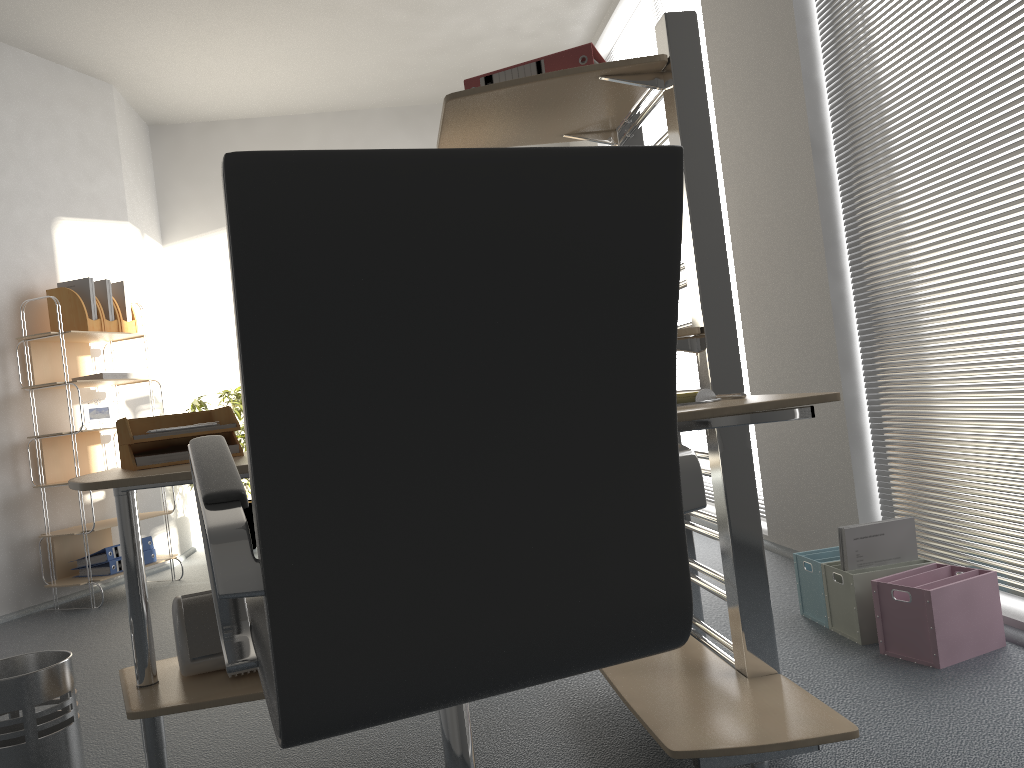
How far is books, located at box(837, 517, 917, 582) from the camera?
2.5m

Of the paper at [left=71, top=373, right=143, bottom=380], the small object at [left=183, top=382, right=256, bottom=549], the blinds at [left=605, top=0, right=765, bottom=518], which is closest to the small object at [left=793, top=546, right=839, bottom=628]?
the blinds at [left=605, top=0, right=765, bottom=518]

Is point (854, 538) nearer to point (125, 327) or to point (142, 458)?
point (142, 458)

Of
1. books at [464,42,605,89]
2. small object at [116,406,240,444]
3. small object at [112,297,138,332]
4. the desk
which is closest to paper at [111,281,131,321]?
small object at [112,297,138,332]

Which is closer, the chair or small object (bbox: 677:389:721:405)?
the chair

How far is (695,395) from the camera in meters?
1.7

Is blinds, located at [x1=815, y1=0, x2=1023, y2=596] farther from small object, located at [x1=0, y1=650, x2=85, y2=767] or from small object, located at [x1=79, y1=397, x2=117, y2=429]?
small object, located at [x1=79, y1=397, x2=117, y2=429]

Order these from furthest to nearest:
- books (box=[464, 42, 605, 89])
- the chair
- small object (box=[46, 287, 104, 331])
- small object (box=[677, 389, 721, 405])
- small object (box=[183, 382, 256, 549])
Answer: small object (box=[183, 382, 256, 549]), small object (box=[46, 287, 104, 331]), books (box=[464, 42, 605, 89]), small object (box=[677, 389, 721, 405]), the chair

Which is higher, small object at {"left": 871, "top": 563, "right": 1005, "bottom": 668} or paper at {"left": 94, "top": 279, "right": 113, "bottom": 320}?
paper at {"left": 94, "top": 279, "right": 113, "bottom": 320}

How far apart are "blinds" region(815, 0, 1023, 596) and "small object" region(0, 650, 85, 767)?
2.3 meters
